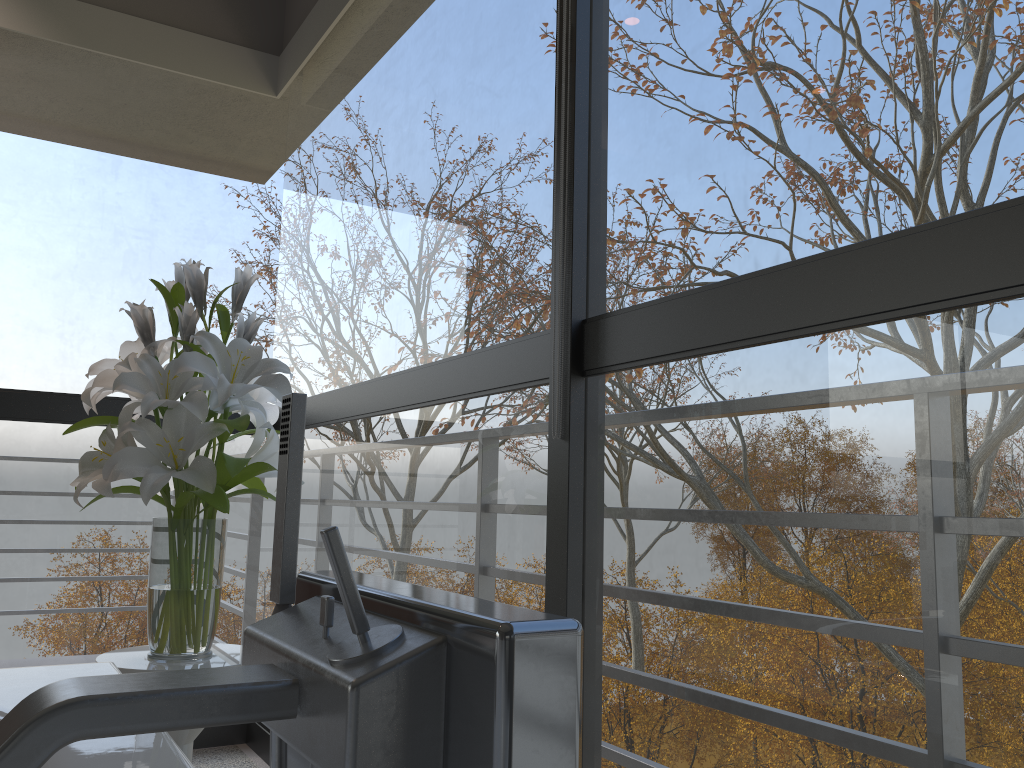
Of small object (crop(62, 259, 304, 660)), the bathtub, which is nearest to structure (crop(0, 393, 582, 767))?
the bathtub

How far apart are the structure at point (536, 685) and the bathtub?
0.18m

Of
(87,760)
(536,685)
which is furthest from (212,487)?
(536,685)

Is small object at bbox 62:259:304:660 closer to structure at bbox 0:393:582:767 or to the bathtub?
the bathtub

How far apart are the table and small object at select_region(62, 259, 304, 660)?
0.0 meters

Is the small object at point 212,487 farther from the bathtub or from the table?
the bathtub

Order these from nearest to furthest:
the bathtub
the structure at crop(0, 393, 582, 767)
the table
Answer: the structure at crop(0, 393, 582, 767)
the bathtub
the table

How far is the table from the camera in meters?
1.6 m

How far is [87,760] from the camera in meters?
0.9

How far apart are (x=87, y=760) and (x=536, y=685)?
0.66m
